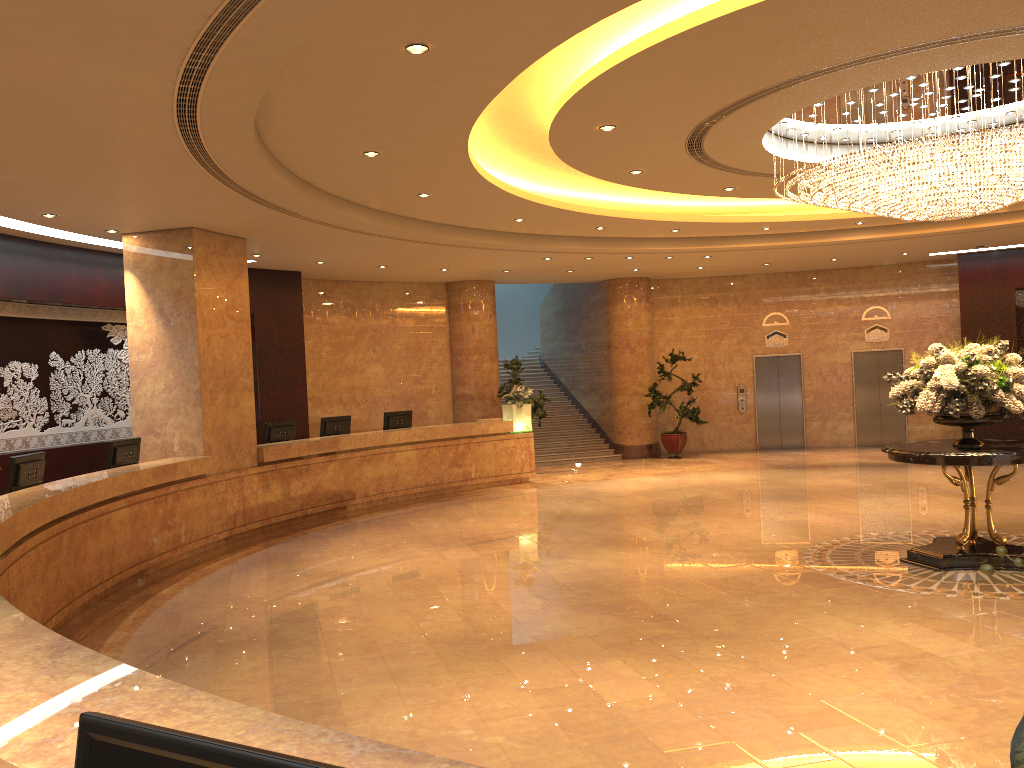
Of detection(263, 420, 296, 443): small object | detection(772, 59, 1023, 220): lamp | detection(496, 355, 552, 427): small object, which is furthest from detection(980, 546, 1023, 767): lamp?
detection(496, 355, 552, 427): small object

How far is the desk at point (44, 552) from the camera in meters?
7.1

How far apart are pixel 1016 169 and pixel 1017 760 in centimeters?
766cm

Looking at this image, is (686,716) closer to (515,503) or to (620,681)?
(620,681)

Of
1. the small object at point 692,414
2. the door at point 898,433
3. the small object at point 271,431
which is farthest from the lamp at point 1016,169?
the door at point 898,433

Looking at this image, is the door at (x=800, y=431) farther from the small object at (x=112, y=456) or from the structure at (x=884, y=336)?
the small object at (x=112, y=456)

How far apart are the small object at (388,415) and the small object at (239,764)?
13.5m

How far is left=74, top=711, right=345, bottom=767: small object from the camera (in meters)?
1.29

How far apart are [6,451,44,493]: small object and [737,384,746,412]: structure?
15.1m

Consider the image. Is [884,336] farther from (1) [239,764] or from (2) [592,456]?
(1) [239,764]
